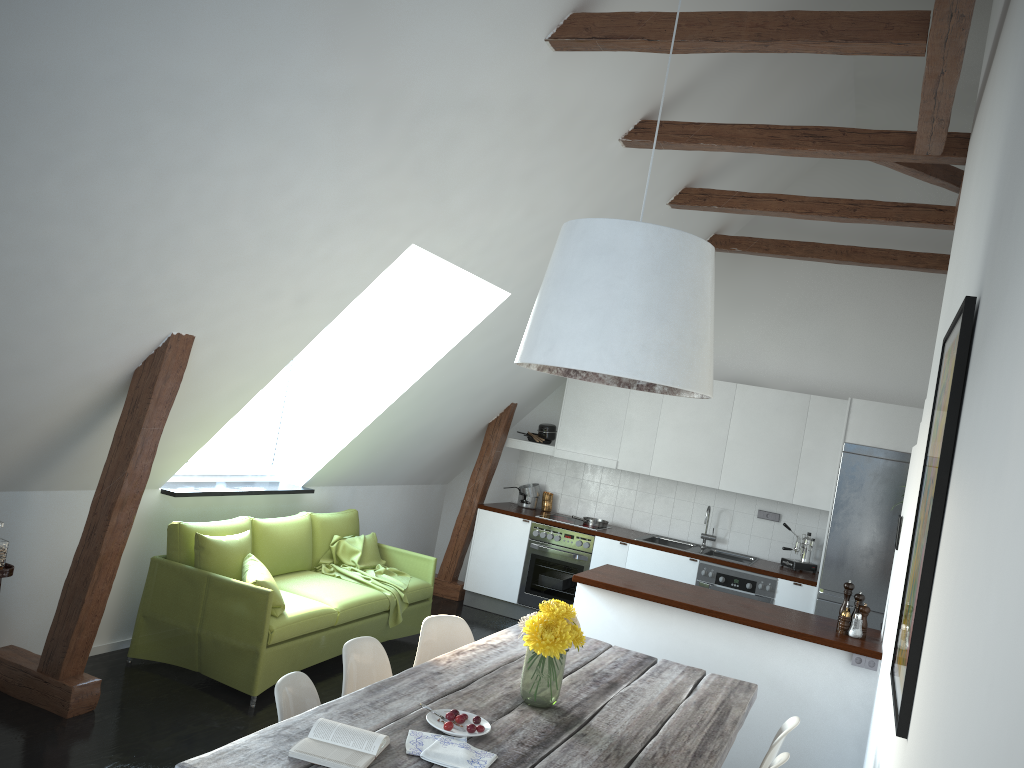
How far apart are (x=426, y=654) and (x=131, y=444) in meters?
1.7

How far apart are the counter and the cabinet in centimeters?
5cm

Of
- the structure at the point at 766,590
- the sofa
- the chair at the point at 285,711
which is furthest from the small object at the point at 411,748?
the structure at the point at 766,590

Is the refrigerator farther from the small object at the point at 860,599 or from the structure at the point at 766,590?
the small object at the point at 860,599

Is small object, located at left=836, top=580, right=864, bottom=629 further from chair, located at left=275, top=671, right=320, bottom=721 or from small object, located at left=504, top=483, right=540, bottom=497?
small object, located at left=504, top=483, right=540, bottom=497

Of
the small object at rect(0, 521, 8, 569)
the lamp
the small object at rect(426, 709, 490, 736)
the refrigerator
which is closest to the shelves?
the small object at rect(0, 521, 8, 569)

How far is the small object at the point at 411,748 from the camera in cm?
252

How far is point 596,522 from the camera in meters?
7.9 m

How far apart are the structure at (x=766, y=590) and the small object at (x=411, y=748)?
4.8m

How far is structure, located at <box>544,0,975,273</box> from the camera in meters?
3.5 m
